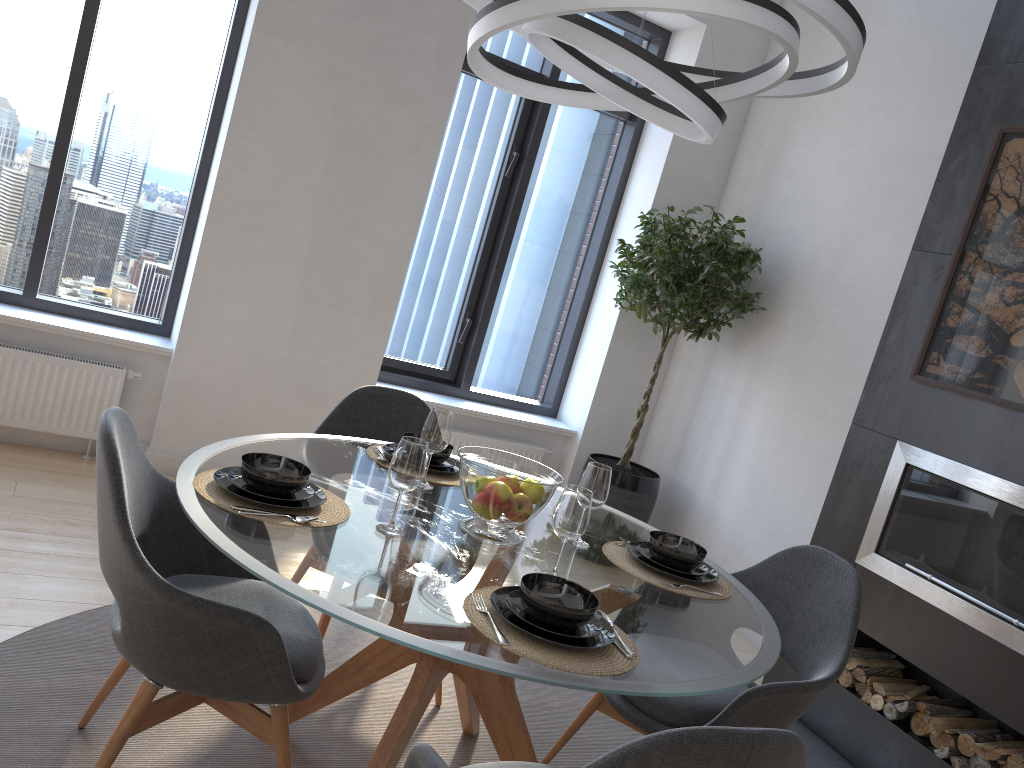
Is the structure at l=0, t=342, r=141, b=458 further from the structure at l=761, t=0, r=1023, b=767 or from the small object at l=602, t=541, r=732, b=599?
the structure at l=761, t=0, r=1023, b=767

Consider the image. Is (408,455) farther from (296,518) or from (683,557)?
(683,557)

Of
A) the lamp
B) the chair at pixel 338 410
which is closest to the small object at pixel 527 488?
the chair at pixel 338 410

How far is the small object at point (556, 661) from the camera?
1.6m

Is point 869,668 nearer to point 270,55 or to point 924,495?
point 924,495

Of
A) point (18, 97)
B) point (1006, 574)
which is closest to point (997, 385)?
point (1006, 574)

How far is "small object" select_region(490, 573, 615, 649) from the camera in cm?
167

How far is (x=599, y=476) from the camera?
2.3 meters

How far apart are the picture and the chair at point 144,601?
2.41m

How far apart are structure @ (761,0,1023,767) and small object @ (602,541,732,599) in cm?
121
